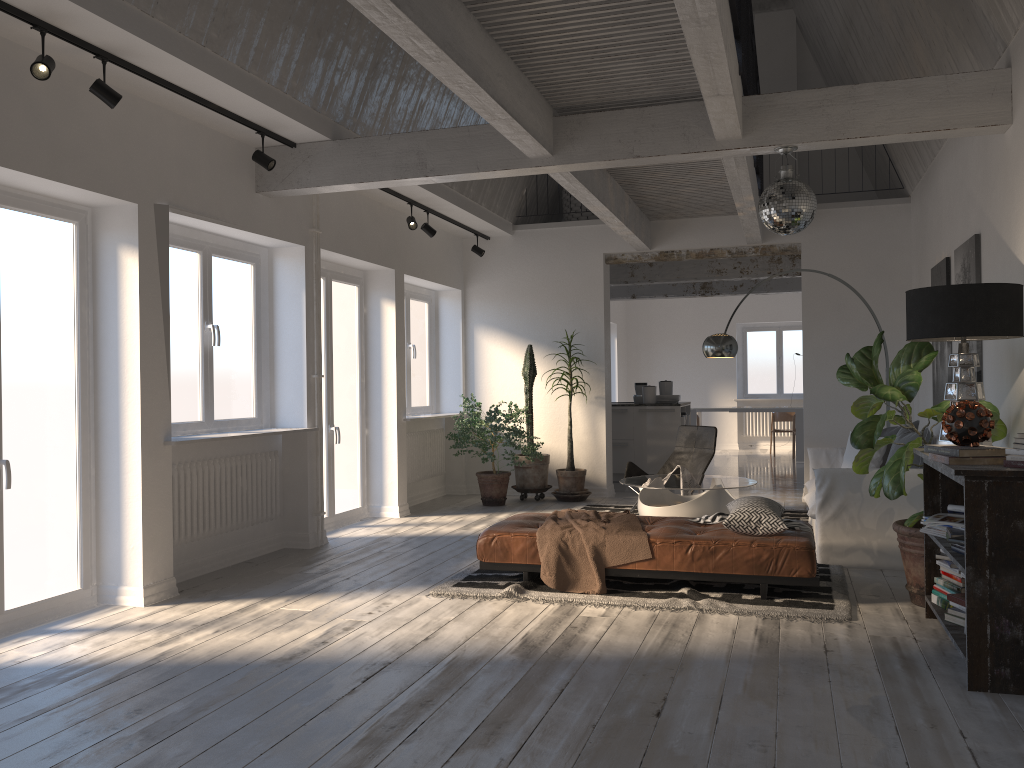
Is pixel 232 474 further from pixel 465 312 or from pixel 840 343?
pixel 840 343

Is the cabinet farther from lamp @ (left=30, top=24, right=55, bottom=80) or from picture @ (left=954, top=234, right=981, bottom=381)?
lamp @ (left=30, top=24, right=55, bottom=80)

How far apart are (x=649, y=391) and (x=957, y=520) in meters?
7.0

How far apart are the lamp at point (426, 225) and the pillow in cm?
445

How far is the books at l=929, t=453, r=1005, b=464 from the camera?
3.7 meters

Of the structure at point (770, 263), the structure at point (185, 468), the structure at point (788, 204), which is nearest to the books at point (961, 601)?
the structure at point (788, 204)

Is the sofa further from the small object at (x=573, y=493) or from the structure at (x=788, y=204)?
the small object at (x=573, y=493)

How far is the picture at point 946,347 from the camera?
6.8 meters

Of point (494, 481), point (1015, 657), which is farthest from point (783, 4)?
point (1015, 657)

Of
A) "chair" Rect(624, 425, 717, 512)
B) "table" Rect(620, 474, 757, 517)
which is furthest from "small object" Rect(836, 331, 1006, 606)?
"chair" Rect(624, 425, 717, 512)
